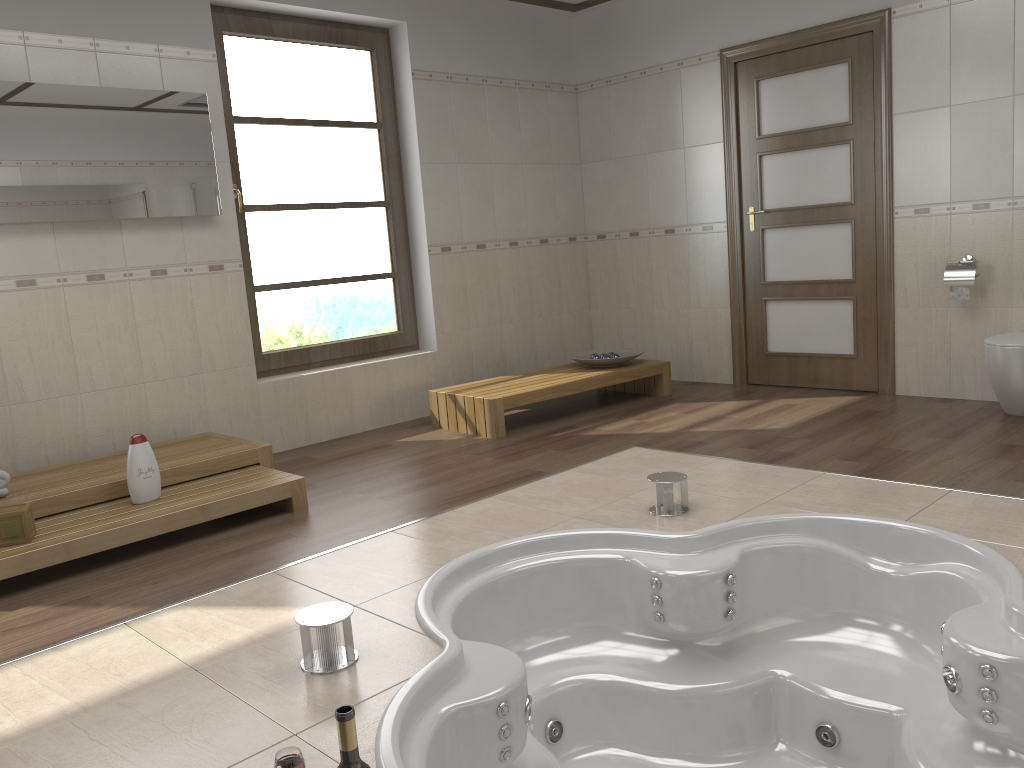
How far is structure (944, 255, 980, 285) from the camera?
4.6m

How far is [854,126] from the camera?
5.1m

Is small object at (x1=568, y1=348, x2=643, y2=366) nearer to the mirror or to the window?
the window

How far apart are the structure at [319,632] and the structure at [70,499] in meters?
1.7 m

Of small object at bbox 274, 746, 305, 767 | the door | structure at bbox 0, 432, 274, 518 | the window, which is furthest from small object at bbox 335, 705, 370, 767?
the door

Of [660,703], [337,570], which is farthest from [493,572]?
[660,703]

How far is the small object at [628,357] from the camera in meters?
5.5

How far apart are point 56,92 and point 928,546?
4.0m

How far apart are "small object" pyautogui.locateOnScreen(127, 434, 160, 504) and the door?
3.77m

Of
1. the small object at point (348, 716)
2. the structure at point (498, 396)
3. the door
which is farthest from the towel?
the door
